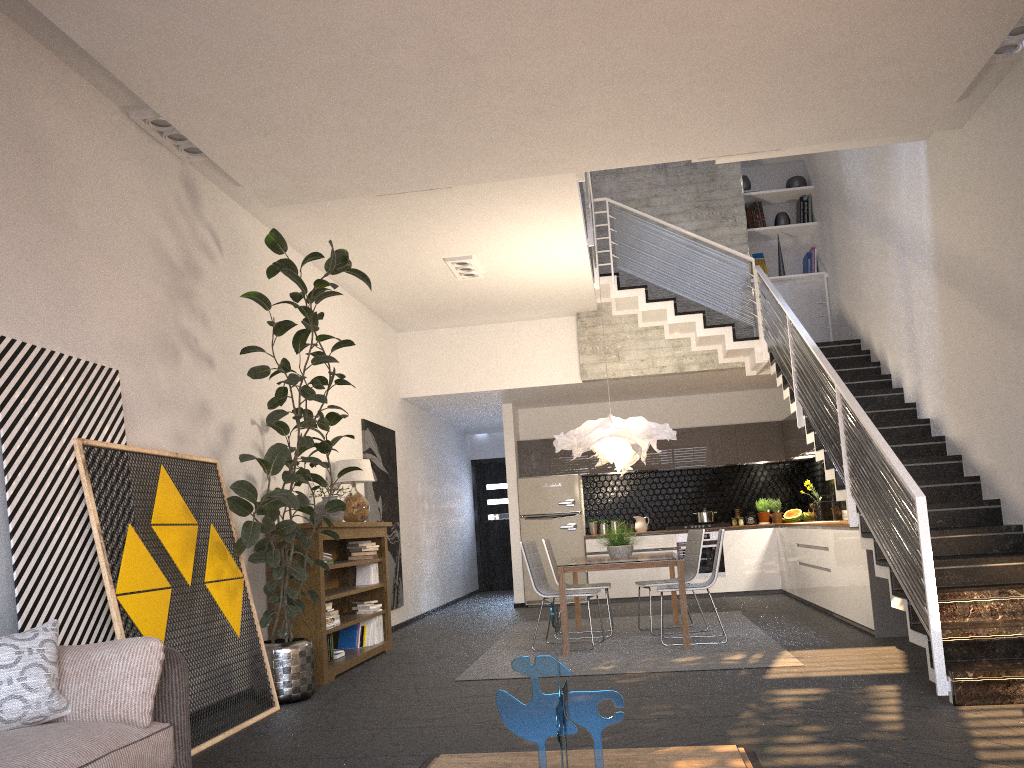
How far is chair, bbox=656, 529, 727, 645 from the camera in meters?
7.1 m

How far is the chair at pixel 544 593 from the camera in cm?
742

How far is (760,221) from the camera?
10.8 meters

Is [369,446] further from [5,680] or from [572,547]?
[5,680]

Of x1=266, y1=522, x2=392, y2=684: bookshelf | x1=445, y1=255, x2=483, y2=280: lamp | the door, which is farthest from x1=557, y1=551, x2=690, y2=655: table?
the door

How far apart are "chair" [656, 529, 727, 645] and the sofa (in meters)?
4.77

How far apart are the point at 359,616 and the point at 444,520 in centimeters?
533cm

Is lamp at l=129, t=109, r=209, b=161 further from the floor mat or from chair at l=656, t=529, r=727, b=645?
chair at l=656, t=529, r=727, b=645

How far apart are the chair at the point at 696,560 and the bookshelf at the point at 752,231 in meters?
4.2

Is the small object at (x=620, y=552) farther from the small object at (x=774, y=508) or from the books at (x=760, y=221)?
the books at (x=760, y=221)
